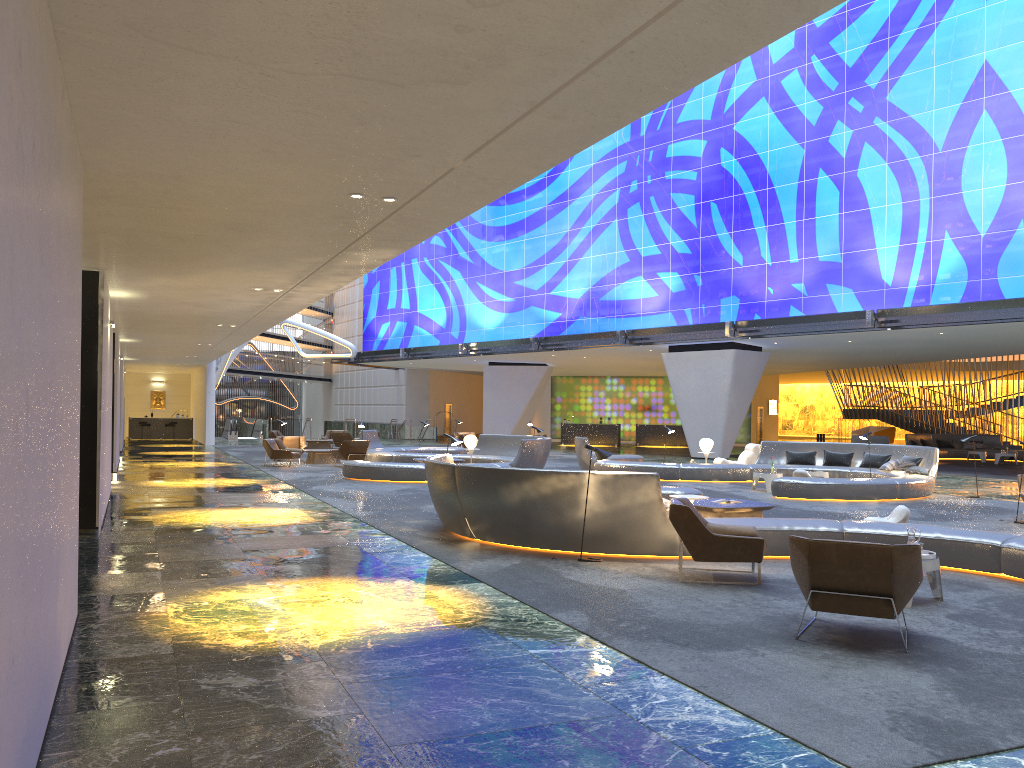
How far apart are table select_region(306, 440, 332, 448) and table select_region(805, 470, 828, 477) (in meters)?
20.64

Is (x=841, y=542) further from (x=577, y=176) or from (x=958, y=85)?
(x=577, y=176)

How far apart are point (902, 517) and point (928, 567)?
3.8 meters

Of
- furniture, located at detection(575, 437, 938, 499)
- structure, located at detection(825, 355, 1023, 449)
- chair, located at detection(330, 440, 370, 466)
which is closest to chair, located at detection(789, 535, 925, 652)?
furniture, located at detection(575, 437, 938, 499)

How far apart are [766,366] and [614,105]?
36.6 meters

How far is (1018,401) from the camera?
38.46m

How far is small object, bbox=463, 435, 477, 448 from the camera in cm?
2389

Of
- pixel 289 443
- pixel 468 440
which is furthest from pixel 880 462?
pixel 289 443

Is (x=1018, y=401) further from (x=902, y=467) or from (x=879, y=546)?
(x=879, y=546)

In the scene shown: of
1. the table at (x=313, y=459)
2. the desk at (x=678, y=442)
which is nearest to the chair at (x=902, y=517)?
the table at (x=313, y=459)
